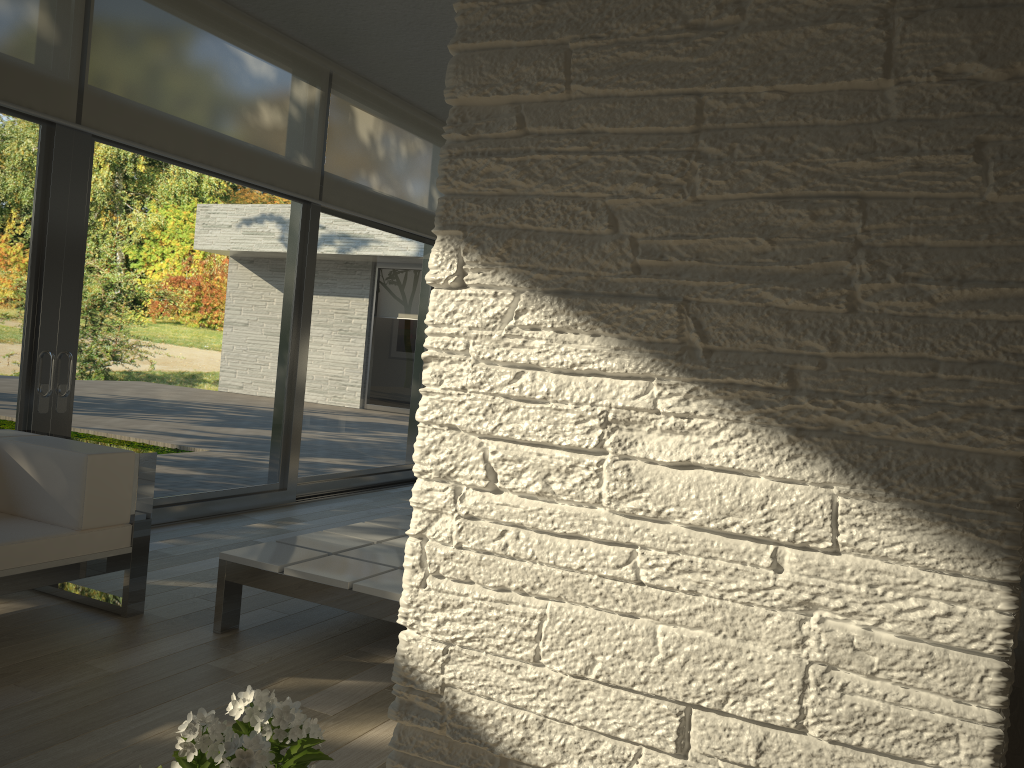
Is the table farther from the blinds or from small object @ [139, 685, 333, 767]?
the blinds

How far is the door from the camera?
4.3 meters

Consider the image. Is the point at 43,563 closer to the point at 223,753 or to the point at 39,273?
the point at 39,273

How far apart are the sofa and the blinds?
1.5 meters

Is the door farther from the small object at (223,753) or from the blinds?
the small object at (223,753)

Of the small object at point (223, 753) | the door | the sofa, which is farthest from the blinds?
the small object at point (223, 753)

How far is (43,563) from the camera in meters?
3.1 m

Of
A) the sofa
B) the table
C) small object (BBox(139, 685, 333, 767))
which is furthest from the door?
small object (BBox(139, 685, 333, 767))

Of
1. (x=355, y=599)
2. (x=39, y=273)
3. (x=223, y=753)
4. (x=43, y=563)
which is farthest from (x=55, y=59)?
(x=223, y=753)

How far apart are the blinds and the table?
2.36m
